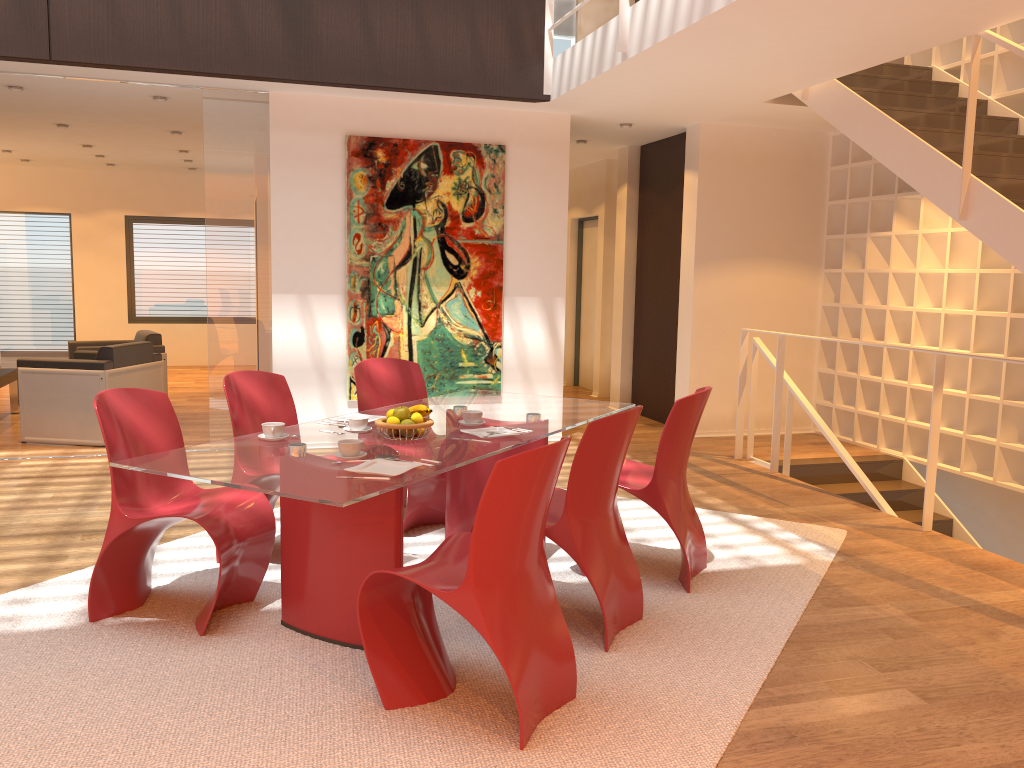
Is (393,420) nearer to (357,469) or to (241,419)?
(357,469)

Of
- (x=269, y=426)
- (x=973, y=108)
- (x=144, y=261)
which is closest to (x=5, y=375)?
(x=144, y=261)

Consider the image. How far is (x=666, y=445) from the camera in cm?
389

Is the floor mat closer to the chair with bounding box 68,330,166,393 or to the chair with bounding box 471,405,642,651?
the chair with bounding box 471,405,642,651

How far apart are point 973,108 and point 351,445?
3.8 meters

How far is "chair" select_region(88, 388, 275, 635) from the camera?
3.4m

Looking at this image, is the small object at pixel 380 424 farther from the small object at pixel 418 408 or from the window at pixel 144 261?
the window at pixel 144 261

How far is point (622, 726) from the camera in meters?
2.8 m

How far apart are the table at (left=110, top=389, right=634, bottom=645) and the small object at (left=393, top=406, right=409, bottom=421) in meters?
0.1

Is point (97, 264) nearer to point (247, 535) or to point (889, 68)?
point (247, 535)
